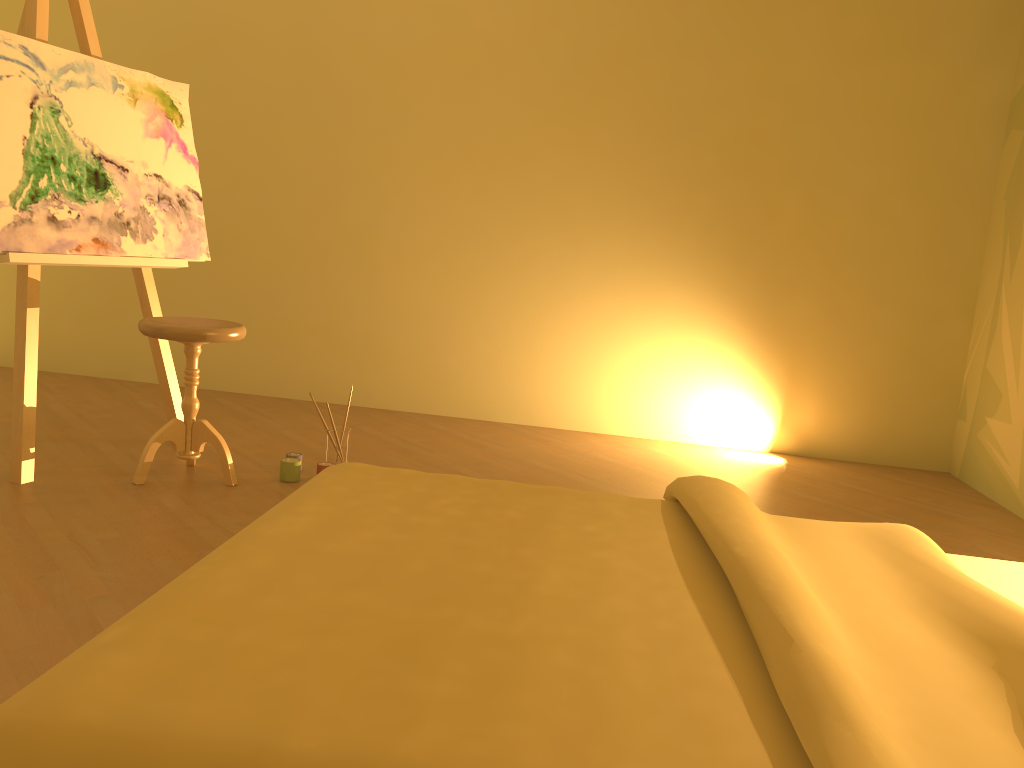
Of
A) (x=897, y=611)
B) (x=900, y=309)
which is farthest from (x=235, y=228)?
(x=897, y=611)

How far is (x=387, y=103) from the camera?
4.5 meters

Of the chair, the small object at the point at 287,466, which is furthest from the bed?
the small object at the point at 287,466

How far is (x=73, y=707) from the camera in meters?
0.8 m

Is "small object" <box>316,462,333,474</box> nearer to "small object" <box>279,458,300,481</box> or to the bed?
"small object" <box>279,458,300,481</box>

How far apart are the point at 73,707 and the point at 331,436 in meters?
2.6

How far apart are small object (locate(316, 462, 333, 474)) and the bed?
1.5 meters

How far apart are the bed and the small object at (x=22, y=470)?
1.7m

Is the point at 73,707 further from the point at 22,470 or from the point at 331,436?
the point at 331,436

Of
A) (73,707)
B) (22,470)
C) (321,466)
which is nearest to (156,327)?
(22,470)
